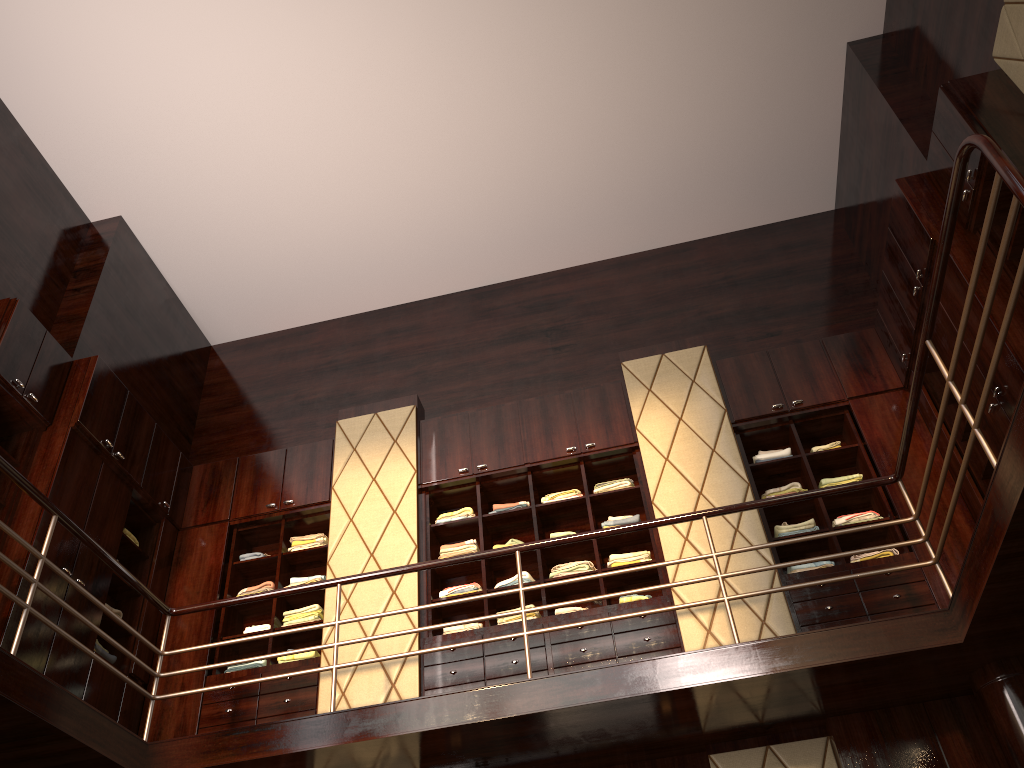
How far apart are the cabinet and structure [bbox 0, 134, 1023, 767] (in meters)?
0.53

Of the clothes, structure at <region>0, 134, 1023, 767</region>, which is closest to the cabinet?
the clothes

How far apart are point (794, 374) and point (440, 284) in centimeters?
309cm

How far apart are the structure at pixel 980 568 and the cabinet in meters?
0.5 m

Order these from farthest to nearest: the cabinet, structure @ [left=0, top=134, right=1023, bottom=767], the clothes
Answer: the clothes → the cabinet → structure @ [left=0, top=134, right=1023, bottom=767]

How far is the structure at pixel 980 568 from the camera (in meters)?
3.44

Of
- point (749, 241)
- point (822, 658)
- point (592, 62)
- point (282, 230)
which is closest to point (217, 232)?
point (282, 230)

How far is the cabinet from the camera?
4.7 meters

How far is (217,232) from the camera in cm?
695

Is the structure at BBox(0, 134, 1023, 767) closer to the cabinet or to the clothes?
the cabinet
